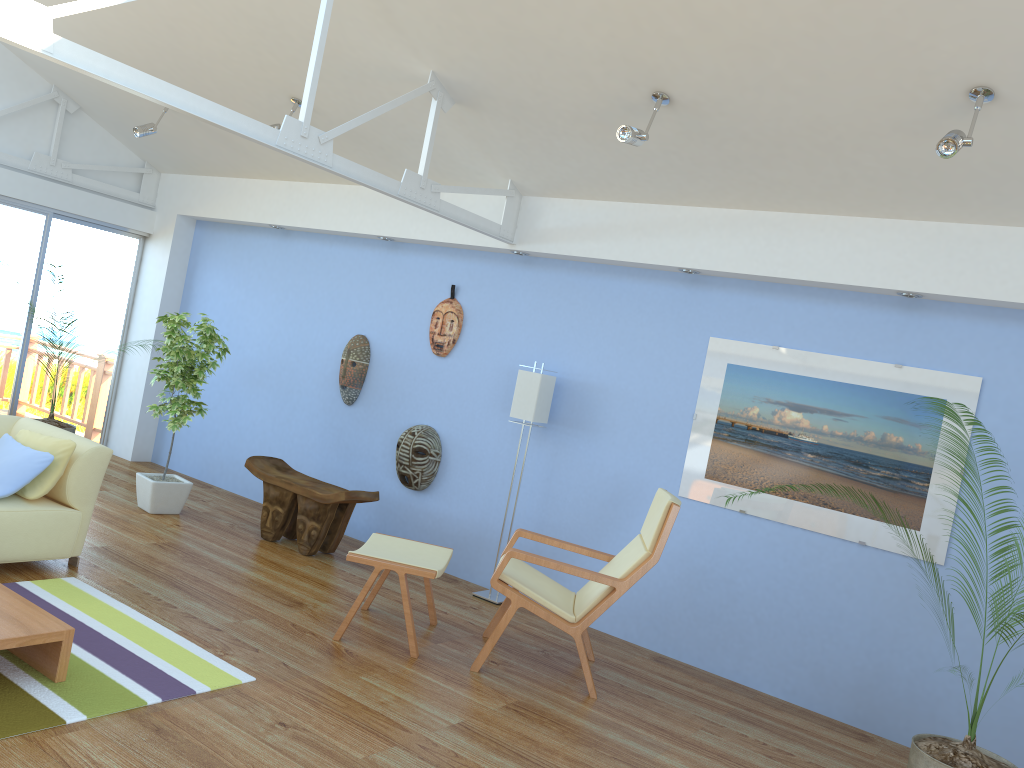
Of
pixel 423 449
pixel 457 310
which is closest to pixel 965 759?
pixel 423 449

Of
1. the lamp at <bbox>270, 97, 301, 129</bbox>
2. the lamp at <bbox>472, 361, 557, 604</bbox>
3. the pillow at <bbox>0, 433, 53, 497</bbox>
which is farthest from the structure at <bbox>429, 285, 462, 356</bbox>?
the pillow at <bbox>0, 433, 53, 497</bbox>

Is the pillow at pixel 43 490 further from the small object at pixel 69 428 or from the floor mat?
the small object at pixel 69 428

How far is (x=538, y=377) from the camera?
5.45m

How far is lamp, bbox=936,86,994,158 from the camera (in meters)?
3.37

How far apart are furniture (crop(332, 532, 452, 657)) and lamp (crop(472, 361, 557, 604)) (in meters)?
0.73

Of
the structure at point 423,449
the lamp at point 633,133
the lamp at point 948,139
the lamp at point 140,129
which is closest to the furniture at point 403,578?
the structure at point 423,449

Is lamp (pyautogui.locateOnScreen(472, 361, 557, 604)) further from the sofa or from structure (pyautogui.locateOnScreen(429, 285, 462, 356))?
the sofa

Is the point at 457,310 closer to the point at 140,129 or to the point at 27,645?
the point at 140,129

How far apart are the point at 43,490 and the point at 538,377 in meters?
2.8 m
